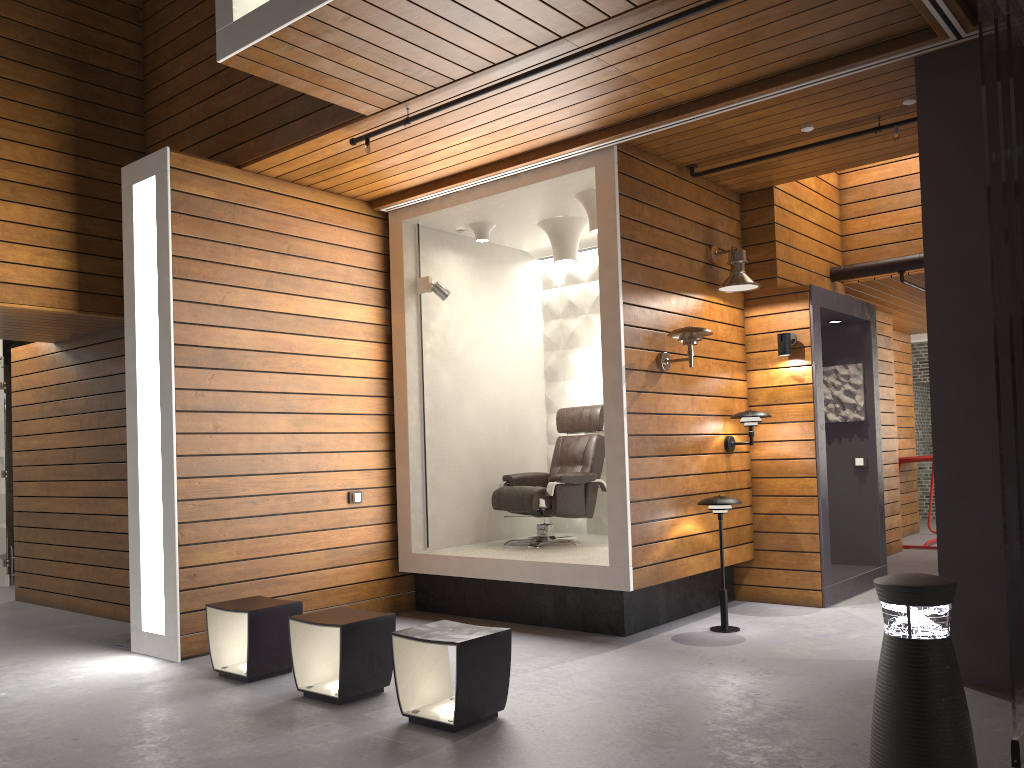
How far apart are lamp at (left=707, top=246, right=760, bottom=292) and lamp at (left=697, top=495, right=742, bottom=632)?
1.5m

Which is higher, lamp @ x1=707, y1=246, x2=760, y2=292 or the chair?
lamp @ x1=707, y1=246, x2=760, y2=292

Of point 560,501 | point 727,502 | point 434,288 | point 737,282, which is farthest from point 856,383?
point 434,288

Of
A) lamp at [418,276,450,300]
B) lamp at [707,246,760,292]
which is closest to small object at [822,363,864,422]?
lamp at [707,246,760,292]

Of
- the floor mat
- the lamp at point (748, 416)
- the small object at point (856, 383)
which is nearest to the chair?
the lamp at point (748, 416)

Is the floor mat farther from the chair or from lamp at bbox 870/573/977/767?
lamp at bbox 870/573/977/767

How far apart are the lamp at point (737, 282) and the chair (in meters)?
1.34

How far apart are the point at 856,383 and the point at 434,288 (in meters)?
3.61

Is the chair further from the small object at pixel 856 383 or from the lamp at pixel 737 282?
the small object at pixel 856 383

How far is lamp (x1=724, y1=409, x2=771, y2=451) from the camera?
6.1m
